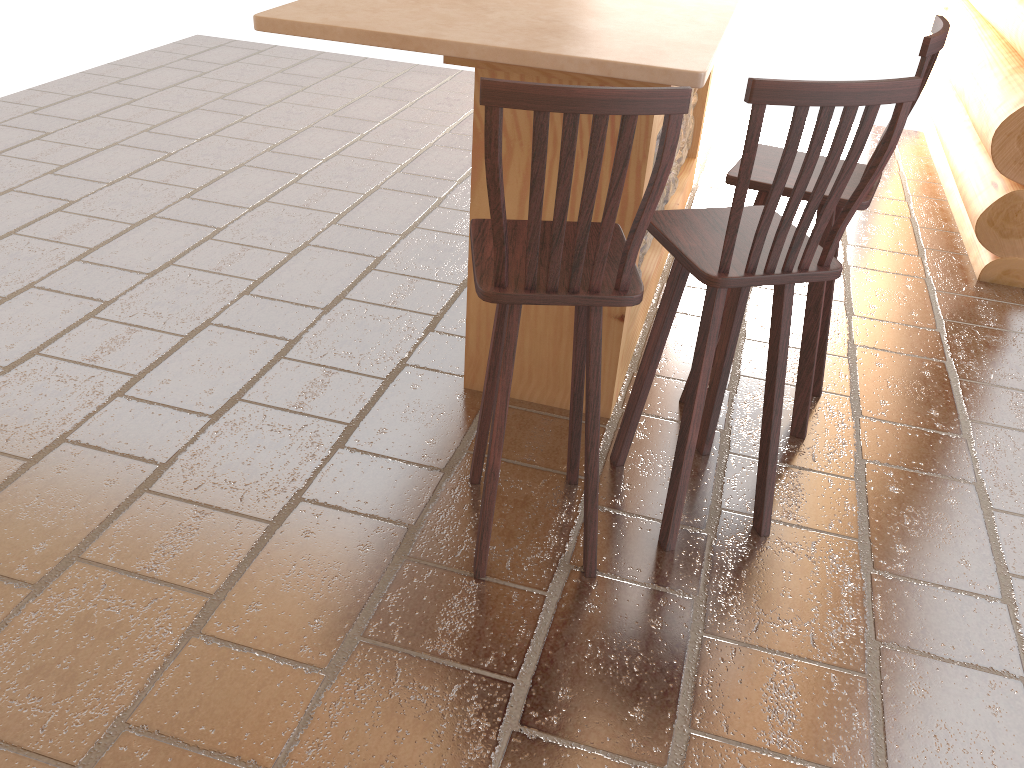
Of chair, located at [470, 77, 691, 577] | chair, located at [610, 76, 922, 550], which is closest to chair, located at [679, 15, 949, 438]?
chair, located at [610, 76, 922, 550]

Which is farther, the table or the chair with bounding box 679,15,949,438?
the chair with bounding box 679,15,949,438

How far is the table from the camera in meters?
2.2 m

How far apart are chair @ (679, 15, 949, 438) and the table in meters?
0.2 m

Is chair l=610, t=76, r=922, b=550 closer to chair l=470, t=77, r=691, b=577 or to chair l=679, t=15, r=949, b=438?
chair l=470, t=77, r=691, b=577

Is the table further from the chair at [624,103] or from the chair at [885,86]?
the chair at [624,103]

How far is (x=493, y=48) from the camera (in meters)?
2.20

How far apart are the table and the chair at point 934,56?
0.2m

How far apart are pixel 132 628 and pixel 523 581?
0.99m

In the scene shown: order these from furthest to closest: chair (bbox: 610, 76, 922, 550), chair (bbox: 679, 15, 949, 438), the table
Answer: chair (bbox: 679, 15, 949, 438)
the table
chair (bbox: 610, 76, 922, 550)
